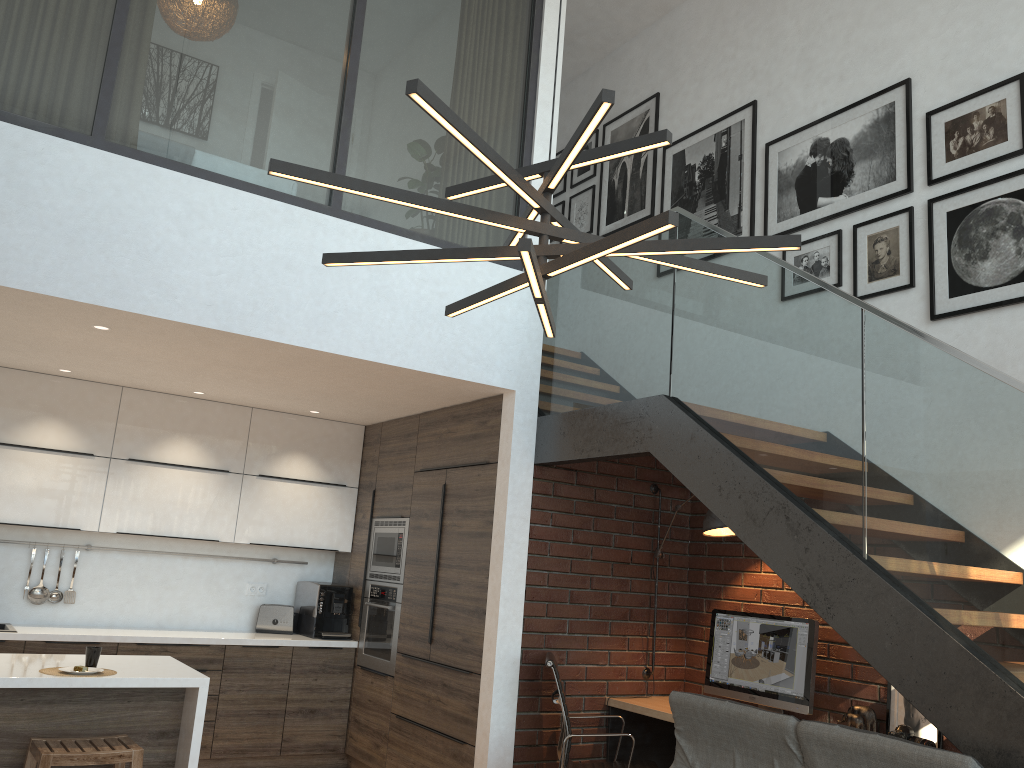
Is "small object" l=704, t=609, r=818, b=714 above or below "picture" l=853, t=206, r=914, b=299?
below

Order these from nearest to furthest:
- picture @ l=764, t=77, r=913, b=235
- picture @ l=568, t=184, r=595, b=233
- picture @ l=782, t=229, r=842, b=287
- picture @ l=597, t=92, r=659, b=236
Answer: picture @ l=764, t=77, r=913, b=235 → picture @ l=782, t=229, r=842, b=287 → picture @ l=597, t=92, r=659, b=236 → picture @ l=568, t=184, r=595, b=233

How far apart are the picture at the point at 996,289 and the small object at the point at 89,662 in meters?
4.2

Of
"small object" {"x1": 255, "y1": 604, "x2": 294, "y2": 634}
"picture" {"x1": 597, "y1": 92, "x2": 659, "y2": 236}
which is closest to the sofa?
"small object" {"x1": 255, "y1": 604, "x2": 294, "y2": 634}

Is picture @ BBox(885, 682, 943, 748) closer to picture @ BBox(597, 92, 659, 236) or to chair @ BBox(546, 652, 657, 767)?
chair @ BBox(546, 652, 657, 767)

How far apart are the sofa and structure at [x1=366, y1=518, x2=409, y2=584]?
2.59m

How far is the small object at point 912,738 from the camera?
3.9m

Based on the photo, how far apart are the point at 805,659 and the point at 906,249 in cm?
216

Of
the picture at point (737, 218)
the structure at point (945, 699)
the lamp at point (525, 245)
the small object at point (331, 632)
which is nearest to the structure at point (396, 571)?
the small object at point (331, 632)

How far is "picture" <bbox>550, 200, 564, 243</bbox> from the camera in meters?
7.5
